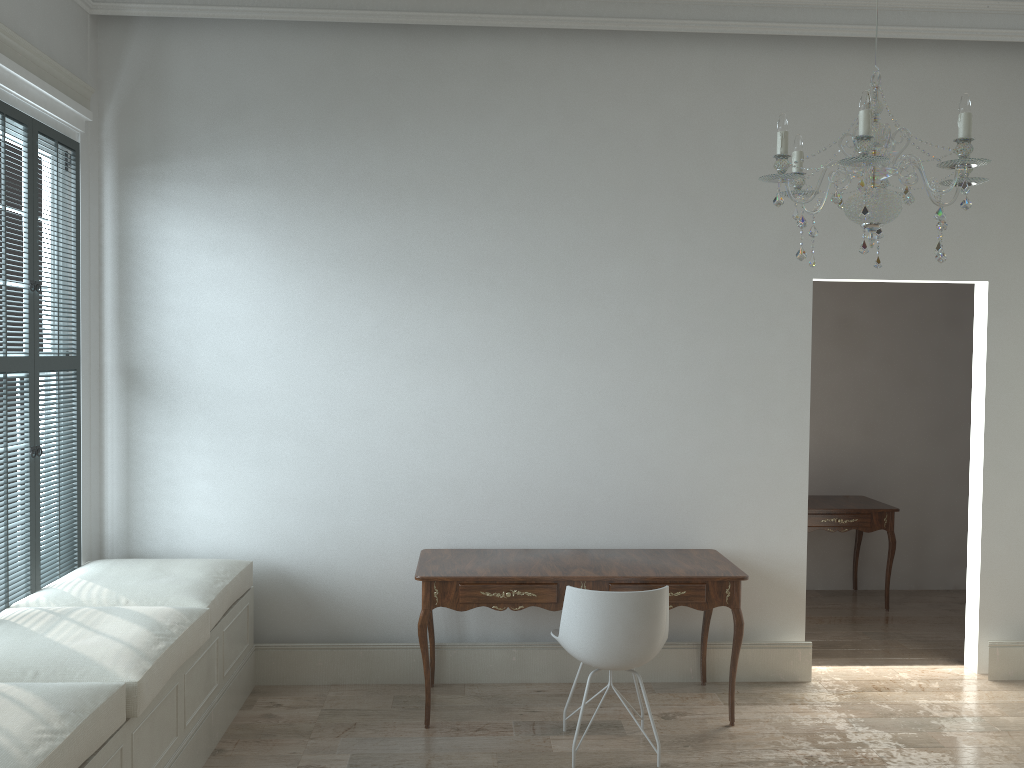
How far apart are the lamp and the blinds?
2.80m

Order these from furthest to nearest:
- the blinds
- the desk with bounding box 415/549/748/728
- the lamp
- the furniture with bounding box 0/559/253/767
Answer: the desk with bounding box 415/549/748/728 → the blinds → the furniture with bounding box 0/559/253/767 → the lamp

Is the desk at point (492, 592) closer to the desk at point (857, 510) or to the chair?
the chair

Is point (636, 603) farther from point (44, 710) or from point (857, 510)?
point (857, 510)

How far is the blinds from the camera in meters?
3.5 m

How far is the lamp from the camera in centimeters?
223cm

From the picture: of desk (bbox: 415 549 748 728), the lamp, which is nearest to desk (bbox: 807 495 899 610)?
desk (bbox: 415 549 748 728)

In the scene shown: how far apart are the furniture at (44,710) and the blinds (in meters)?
0.03

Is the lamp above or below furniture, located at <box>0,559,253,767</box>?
above

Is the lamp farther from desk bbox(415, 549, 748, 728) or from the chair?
desk bbox(415, 549, 748, 728)
